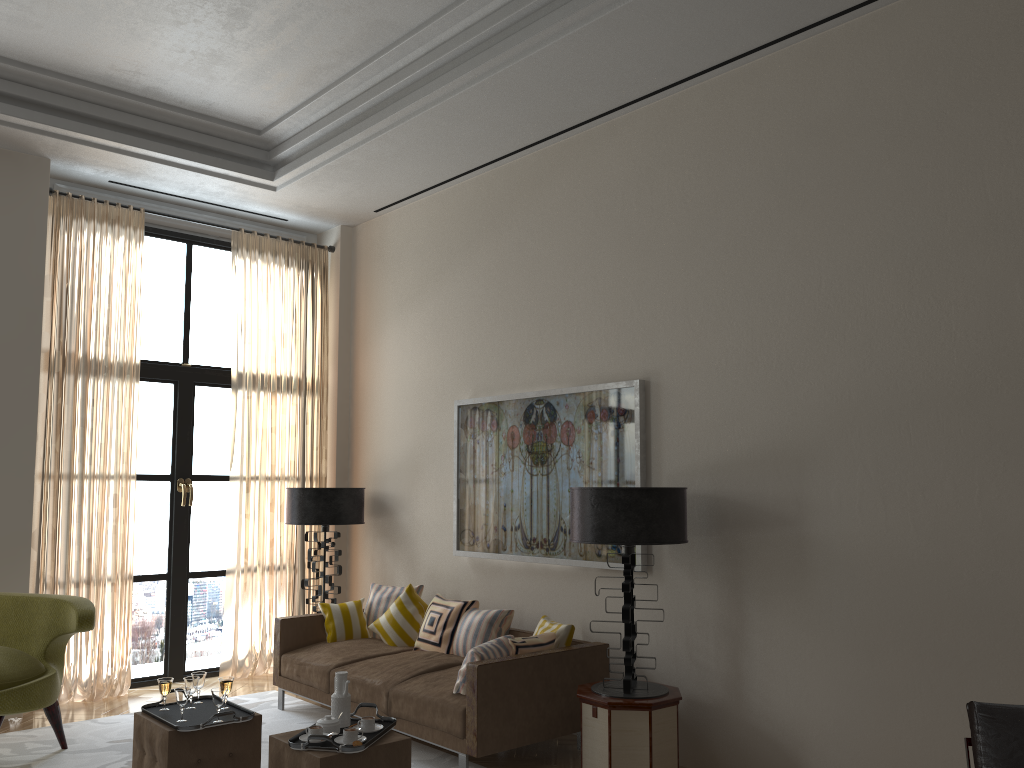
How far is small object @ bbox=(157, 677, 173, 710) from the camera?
5.5 meters

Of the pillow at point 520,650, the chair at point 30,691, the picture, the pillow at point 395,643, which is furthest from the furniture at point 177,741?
the picture

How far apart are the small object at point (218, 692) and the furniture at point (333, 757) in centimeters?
A: 49cm

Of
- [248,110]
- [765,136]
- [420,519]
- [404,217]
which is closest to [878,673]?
[765,136]

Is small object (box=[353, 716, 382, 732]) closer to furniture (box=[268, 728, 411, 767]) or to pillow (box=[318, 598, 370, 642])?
furniture (box=[268, 728, 411, 767])

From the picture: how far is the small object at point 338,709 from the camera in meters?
5.1

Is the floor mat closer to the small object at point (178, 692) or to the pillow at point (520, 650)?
the pillow at point (520, 650)

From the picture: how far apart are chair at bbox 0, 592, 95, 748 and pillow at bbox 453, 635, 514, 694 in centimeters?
274cm

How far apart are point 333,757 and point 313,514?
4.6 meters

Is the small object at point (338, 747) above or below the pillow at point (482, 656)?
below
